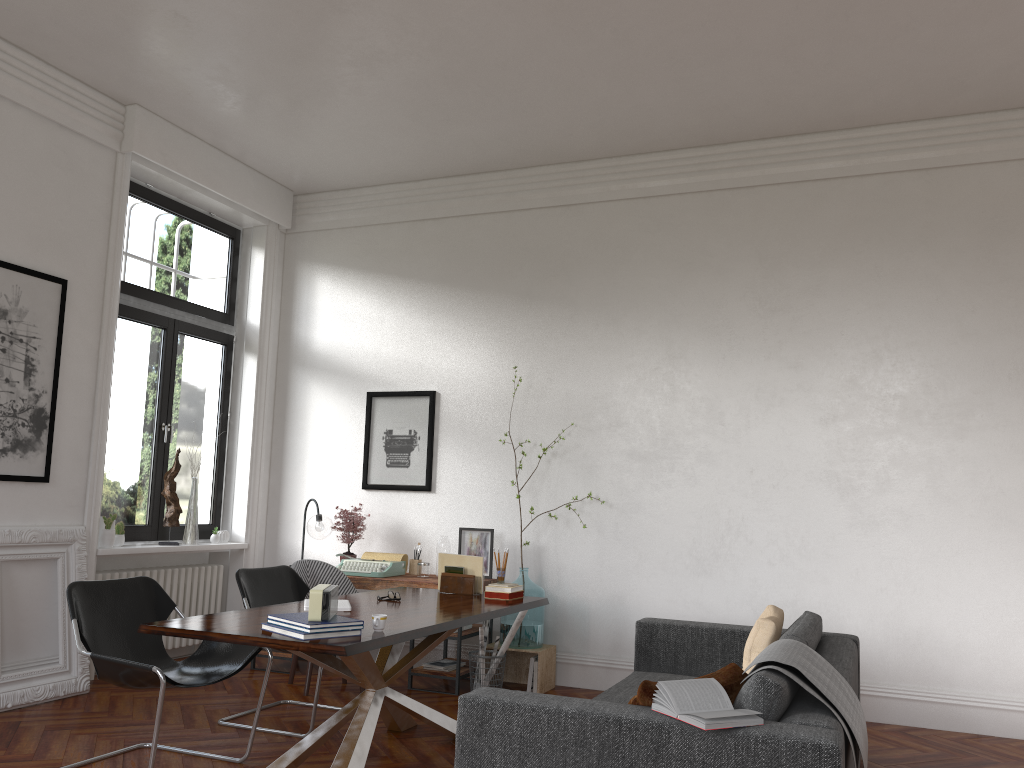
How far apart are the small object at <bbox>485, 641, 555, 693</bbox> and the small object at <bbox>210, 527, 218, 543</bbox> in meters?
2.6

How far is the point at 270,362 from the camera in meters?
7.7 m

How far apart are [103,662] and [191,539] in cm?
315

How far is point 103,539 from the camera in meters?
6.1

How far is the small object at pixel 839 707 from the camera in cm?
298

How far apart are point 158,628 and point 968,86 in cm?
553

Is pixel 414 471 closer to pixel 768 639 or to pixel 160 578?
pixel 160 578

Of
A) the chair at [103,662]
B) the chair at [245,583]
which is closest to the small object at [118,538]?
the chair at [245,583]

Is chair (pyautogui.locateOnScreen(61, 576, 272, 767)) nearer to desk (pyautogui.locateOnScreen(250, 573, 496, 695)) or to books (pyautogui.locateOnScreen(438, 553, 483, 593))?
books (pyautogui.locateOnScreen(438, 553, 483, 593))

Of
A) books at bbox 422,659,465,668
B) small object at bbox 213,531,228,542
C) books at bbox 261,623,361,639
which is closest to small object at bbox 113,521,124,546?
small object at bbox 213,531,228,542
